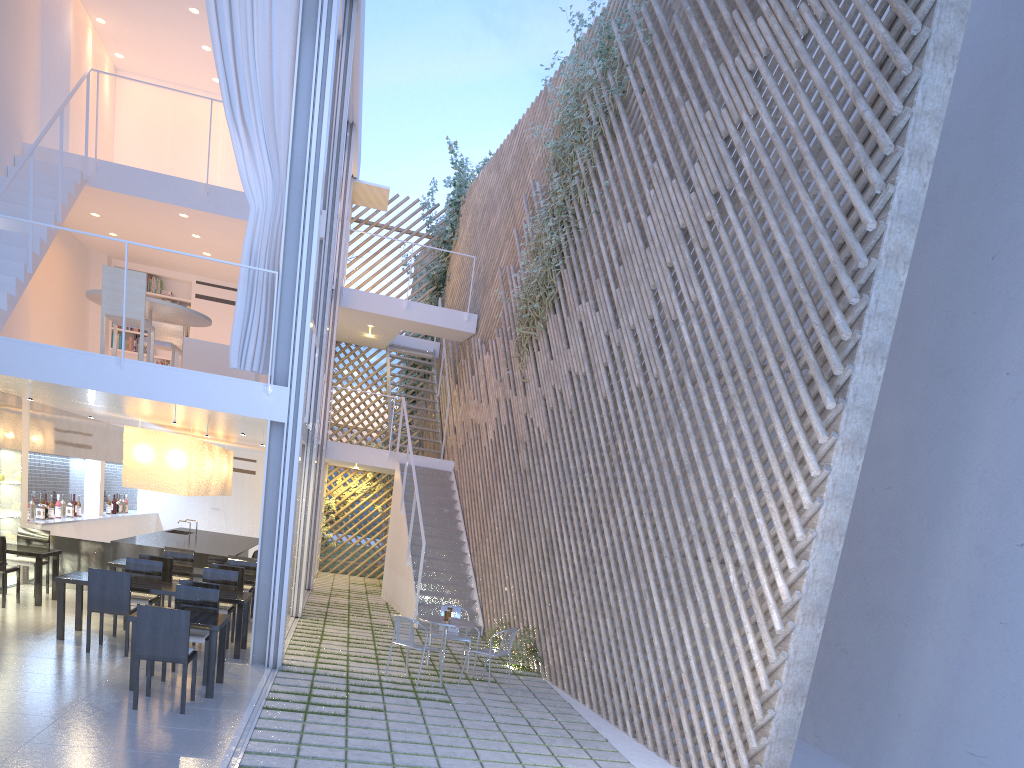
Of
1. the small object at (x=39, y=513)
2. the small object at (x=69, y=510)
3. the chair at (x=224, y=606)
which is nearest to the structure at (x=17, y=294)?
the chair at (x=224, y=606)

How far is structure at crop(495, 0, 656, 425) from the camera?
6.1m

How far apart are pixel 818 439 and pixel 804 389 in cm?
23

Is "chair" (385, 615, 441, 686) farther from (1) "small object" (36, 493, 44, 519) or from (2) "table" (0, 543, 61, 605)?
(1) "small object" (36, 493, 44, 519)

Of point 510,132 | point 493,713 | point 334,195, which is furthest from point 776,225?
point 510,132

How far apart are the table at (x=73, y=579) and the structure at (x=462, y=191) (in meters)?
6.12

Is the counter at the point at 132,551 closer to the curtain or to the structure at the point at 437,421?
the curtain

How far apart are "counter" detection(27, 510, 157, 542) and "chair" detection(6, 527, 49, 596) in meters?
0.4 m

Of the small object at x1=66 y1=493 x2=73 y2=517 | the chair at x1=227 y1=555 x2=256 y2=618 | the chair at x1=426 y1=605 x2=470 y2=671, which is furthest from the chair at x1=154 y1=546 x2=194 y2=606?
the chair at x1=426 y1=605 x2=470 y2=671

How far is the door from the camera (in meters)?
9.46
